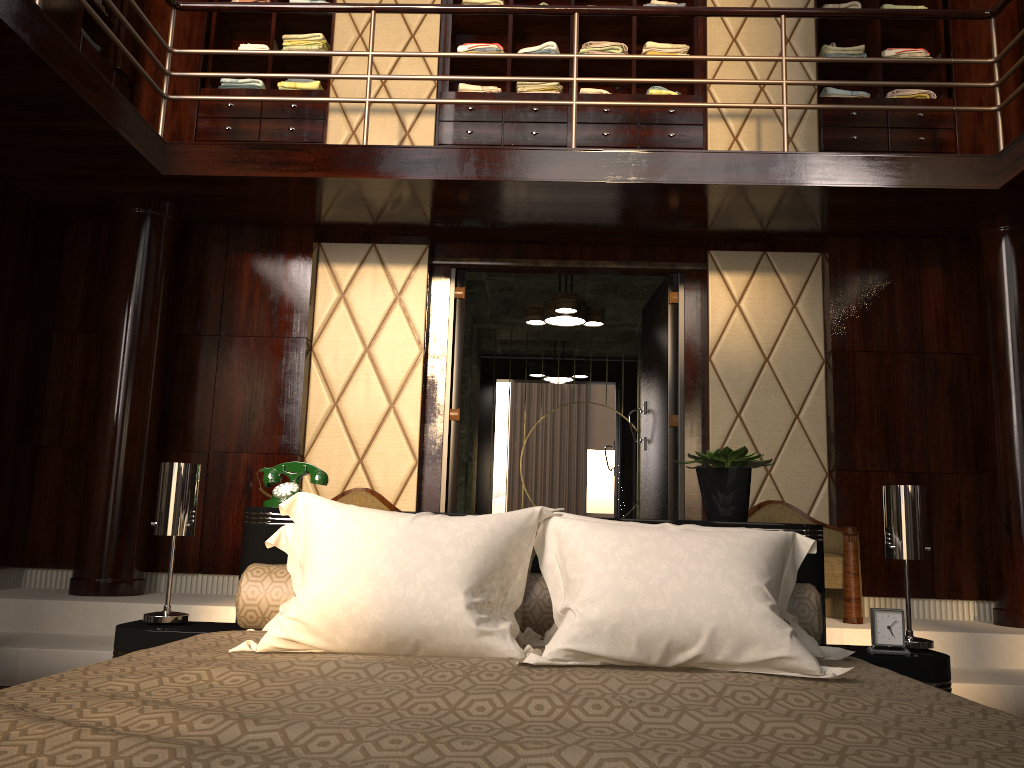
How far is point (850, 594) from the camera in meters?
3.9 m

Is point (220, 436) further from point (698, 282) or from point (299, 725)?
point (299, 725)

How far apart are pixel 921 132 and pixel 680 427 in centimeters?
211cm

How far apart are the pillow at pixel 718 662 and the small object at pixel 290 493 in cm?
26

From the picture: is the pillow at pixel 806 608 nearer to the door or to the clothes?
the door

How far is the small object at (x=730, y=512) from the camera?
2.4m

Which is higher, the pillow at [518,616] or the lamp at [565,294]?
the lamp at [565,294]

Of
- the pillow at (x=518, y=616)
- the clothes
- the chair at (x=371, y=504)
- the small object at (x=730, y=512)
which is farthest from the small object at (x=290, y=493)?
the clothes

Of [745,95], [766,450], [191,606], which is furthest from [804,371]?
[191,606]

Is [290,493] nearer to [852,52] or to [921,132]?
[921,132]
